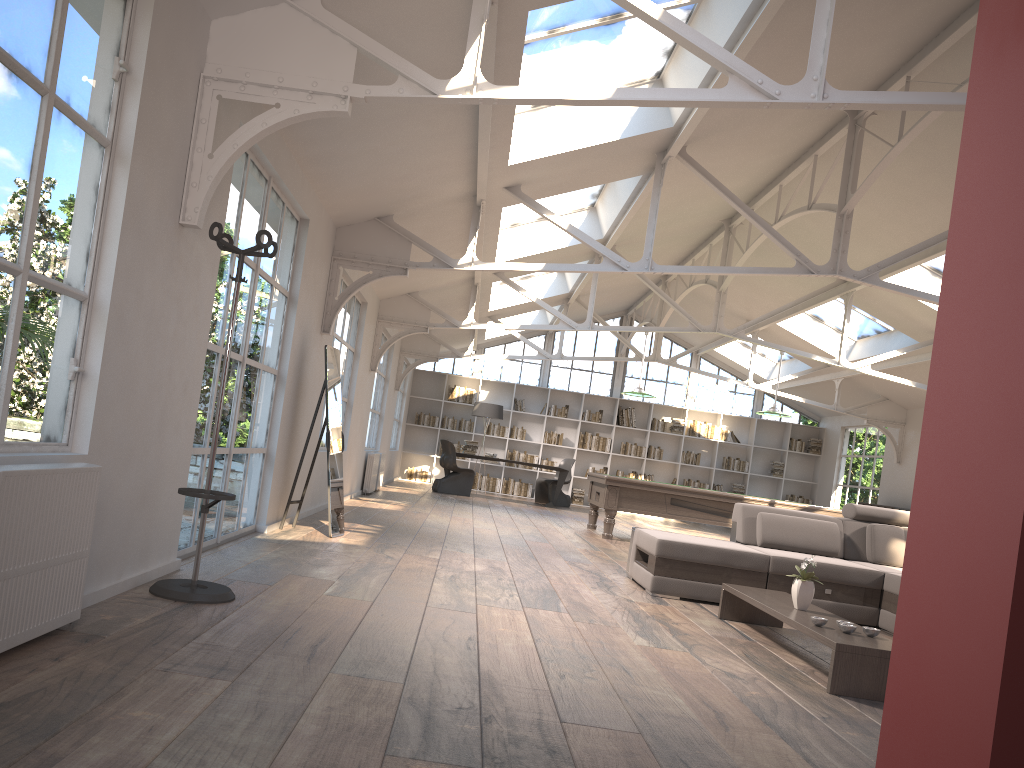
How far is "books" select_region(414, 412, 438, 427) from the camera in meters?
18.3 m

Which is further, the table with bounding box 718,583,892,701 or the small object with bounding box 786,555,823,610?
the small object with bounding box 786,555,823,610

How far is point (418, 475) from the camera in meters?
18.2 m

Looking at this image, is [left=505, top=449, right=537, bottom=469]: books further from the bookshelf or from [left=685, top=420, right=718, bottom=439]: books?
[left=685, top=420, right=718, bottom=439]: books

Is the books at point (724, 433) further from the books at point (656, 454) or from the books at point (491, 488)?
the books at point (491, 488)

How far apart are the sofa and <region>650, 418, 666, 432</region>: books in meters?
11.4

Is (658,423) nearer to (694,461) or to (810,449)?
(694,461)

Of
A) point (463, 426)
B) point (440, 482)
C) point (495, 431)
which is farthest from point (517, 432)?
point (440, 482)

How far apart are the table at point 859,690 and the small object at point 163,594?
2.63m

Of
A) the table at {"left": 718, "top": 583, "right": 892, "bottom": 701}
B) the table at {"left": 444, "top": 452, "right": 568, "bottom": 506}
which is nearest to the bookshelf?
the table at {"left": 444, "top": 452, "right": 568, "bottom": 506}
